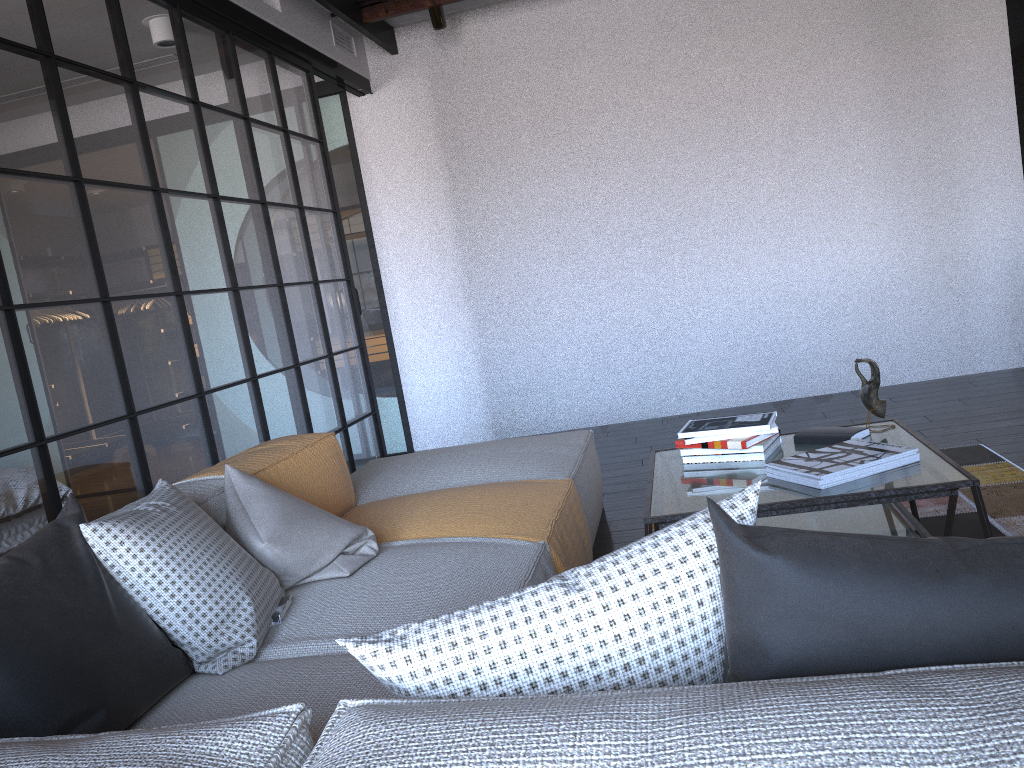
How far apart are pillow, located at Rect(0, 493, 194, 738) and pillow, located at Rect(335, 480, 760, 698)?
0.7m

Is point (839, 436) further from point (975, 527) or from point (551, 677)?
point (551, 677)

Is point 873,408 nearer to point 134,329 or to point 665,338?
point 134,329

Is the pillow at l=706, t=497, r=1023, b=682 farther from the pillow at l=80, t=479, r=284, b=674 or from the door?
the door

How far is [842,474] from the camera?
2.2m

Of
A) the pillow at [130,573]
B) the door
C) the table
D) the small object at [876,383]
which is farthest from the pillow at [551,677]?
the door

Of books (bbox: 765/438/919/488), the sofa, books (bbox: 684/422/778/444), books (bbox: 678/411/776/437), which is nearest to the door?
the sofa

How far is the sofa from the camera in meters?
0.7 m

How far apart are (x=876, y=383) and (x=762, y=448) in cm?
40

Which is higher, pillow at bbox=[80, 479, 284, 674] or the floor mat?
pillow at bbox=[80, 479, 284, 674]
